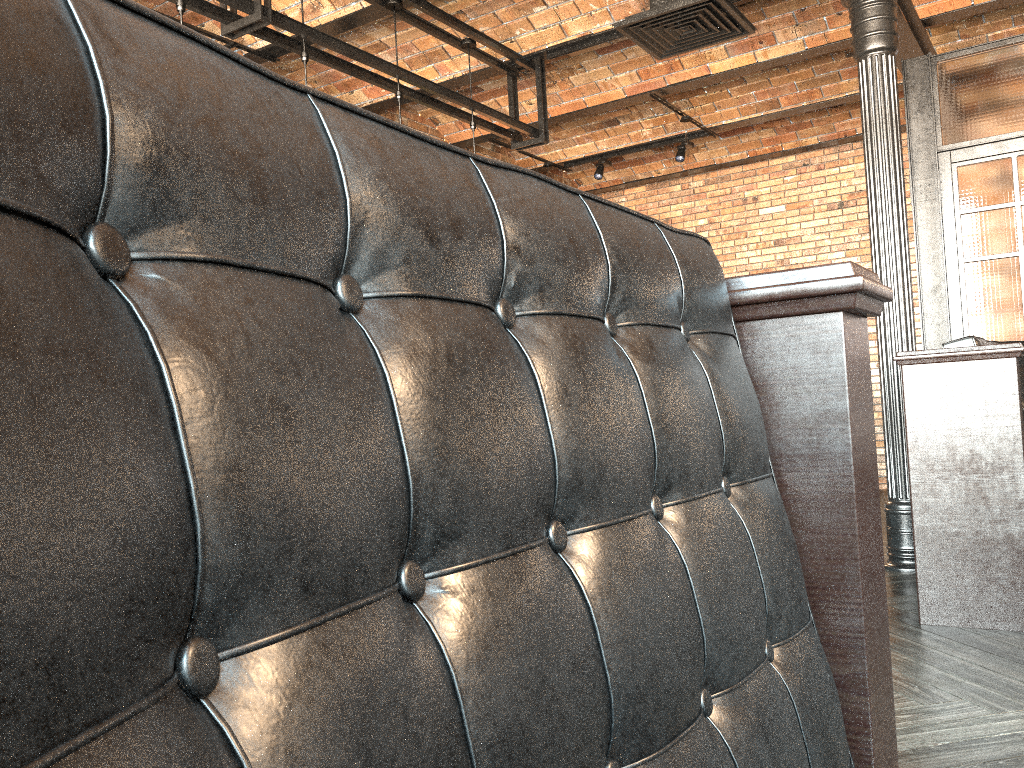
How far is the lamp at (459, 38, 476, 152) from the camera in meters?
5.7

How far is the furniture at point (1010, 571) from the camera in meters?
3.6

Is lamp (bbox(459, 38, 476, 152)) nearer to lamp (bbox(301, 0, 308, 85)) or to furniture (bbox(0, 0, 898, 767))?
lamp (bbox(301, 0, 308, 85))

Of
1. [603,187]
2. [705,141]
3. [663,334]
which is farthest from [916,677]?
[603,187]

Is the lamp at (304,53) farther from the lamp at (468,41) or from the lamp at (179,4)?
the lamp at (468,41)

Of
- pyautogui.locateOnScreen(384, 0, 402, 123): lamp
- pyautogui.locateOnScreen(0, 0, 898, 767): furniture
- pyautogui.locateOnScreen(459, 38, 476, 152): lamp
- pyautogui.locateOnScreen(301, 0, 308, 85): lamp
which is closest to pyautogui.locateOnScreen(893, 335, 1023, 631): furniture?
pyautogui.locateOnScreen(0, 0, 898, 767): furniture

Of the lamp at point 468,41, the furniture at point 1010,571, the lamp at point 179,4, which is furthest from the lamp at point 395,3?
the furniture at point 1010,571

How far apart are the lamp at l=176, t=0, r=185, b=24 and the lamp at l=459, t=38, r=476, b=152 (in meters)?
2.22

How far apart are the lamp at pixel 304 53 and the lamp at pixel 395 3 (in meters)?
0.72

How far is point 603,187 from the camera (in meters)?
10.17
